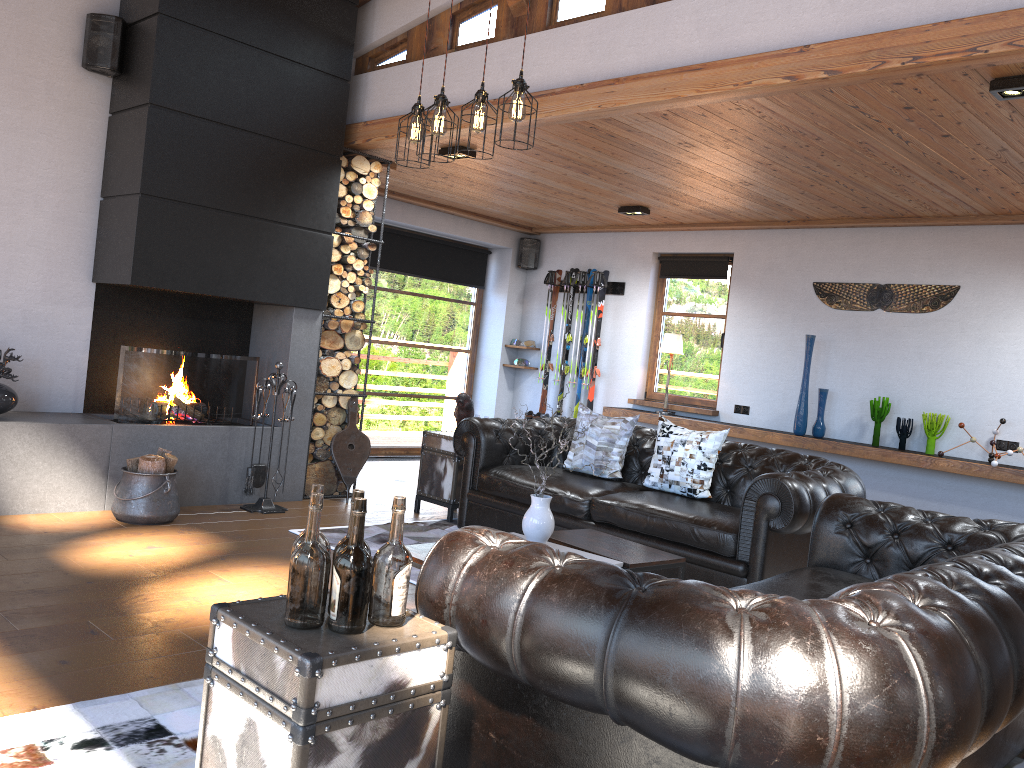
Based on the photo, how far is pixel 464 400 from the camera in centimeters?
638cm

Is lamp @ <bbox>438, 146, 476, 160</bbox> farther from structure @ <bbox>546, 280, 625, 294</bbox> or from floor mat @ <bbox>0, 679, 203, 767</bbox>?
floor mat @ <bbox>0, 679, 203, 767</bbox>

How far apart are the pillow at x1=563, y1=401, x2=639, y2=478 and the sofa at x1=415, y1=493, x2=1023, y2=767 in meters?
2.1

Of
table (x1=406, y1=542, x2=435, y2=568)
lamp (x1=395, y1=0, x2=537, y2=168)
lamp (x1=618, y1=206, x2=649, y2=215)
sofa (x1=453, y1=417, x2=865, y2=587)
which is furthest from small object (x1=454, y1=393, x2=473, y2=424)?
lamp (x1=618, y1=206, x2=649, y2=215)

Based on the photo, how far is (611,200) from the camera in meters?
7.8

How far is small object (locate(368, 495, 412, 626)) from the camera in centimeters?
196cm

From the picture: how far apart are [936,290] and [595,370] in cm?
342

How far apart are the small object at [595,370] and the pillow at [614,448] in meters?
3.2 m

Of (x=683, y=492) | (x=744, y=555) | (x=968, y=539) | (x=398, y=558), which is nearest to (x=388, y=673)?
(x=398, y=558)

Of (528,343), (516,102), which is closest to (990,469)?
(516,102)
